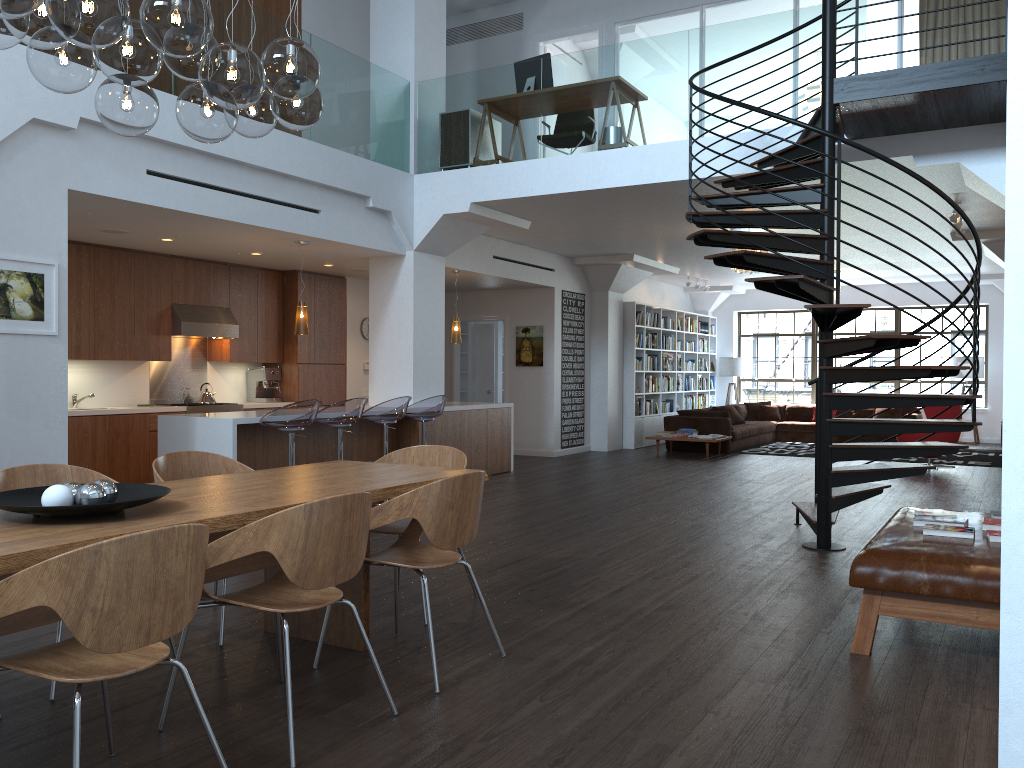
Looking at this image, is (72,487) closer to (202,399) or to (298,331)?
(298,331)

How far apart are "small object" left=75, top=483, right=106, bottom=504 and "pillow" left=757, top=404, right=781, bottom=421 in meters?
15.2 m

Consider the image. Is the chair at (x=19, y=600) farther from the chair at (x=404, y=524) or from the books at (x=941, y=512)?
the books at (x=941, y=512)

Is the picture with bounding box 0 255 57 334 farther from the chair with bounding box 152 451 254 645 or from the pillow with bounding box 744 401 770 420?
the pillow with bounding box 744 401 770 420

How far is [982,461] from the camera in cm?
1271

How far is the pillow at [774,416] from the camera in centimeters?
1687cm

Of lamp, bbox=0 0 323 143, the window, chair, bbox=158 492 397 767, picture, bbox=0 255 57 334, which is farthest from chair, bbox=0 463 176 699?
the window

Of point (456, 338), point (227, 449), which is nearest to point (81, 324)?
point (227, 449)

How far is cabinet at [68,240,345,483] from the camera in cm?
868

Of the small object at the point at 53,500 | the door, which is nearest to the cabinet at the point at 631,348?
the door
